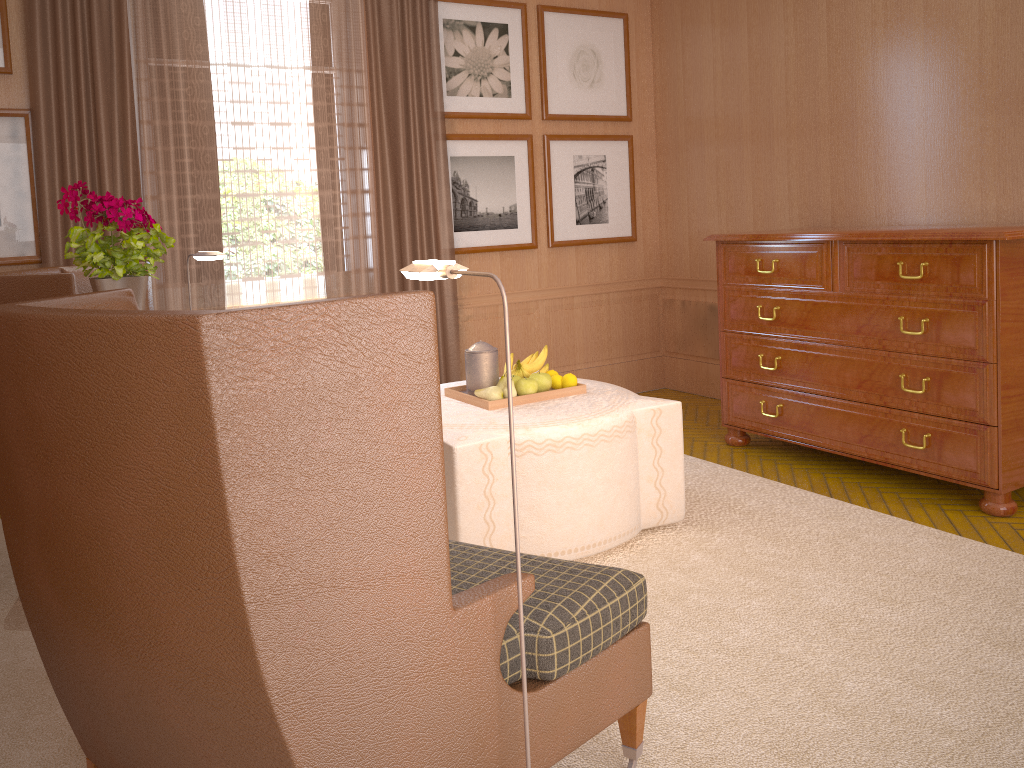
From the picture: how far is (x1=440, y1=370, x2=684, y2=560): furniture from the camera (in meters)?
5.29

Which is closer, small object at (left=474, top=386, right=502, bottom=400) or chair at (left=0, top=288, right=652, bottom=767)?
chair at (left=0, top=288, right=652, bottom=767)

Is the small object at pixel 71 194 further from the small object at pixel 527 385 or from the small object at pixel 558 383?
the small object at pixel 558 383

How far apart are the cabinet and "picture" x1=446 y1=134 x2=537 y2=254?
2.36m

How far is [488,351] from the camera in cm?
614

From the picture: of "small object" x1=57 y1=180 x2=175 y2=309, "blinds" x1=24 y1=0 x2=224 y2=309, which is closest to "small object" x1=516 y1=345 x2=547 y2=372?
"small object" x1=57 y1=180 x2=175 y2=309

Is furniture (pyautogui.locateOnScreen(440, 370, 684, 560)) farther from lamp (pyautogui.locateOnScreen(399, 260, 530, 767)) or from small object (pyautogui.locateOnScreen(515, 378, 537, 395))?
lamp (pyautogui.locateOnScreen(399, 260, 530, 767))

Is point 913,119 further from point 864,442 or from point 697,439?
point 697,439

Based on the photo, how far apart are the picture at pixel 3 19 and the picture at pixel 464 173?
3.85m

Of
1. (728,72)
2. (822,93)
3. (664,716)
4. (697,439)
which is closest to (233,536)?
(664,716)
